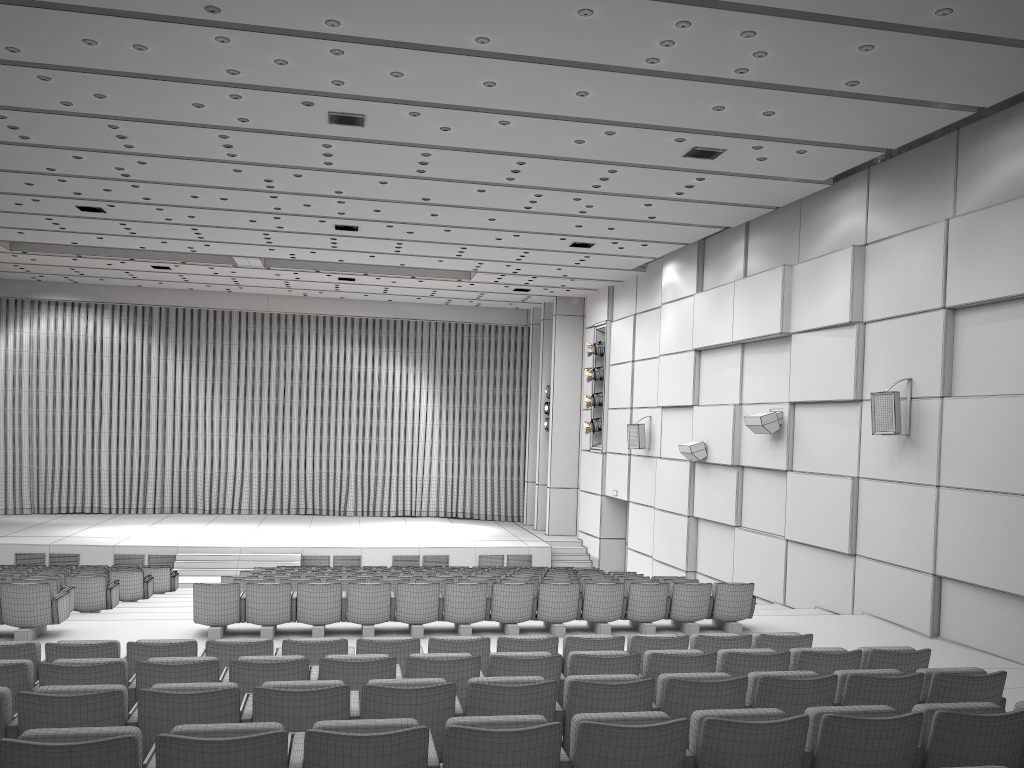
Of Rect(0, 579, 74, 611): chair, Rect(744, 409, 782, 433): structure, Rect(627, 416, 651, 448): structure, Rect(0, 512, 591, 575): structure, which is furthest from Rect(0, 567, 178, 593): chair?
Rect(744, 409, 782, 433): structure

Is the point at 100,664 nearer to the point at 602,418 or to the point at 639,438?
the point at 639,438

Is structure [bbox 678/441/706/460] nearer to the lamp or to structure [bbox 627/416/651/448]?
structure [bbox 627/416/651/448]

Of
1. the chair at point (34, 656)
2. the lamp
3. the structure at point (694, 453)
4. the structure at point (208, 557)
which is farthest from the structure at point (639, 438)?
the chair at point (34, 656)

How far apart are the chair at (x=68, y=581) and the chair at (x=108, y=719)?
7.5m

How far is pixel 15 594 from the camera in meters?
9.1 m

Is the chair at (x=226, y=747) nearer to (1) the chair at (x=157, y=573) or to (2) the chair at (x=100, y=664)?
(2) the chair at (x=100, y=664)

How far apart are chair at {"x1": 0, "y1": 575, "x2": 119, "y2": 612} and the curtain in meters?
15.6 m

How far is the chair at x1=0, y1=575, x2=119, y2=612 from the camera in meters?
11.3 m

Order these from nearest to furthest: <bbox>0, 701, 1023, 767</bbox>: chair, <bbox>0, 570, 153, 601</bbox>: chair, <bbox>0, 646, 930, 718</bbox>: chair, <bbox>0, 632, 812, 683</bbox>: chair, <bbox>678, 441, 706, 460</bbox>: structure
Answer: <bbox>0, 701, 1023, 767</bbox>: chair
<bbox>0, 646, 930, 718</bbox>: chair
<bbox>0, 632, 812, 683</bbox>: chair
<bbox>0, 570, 153, 601</bbox>: chair
<bbox>678, 441, 706, 460</bbox>: structure
